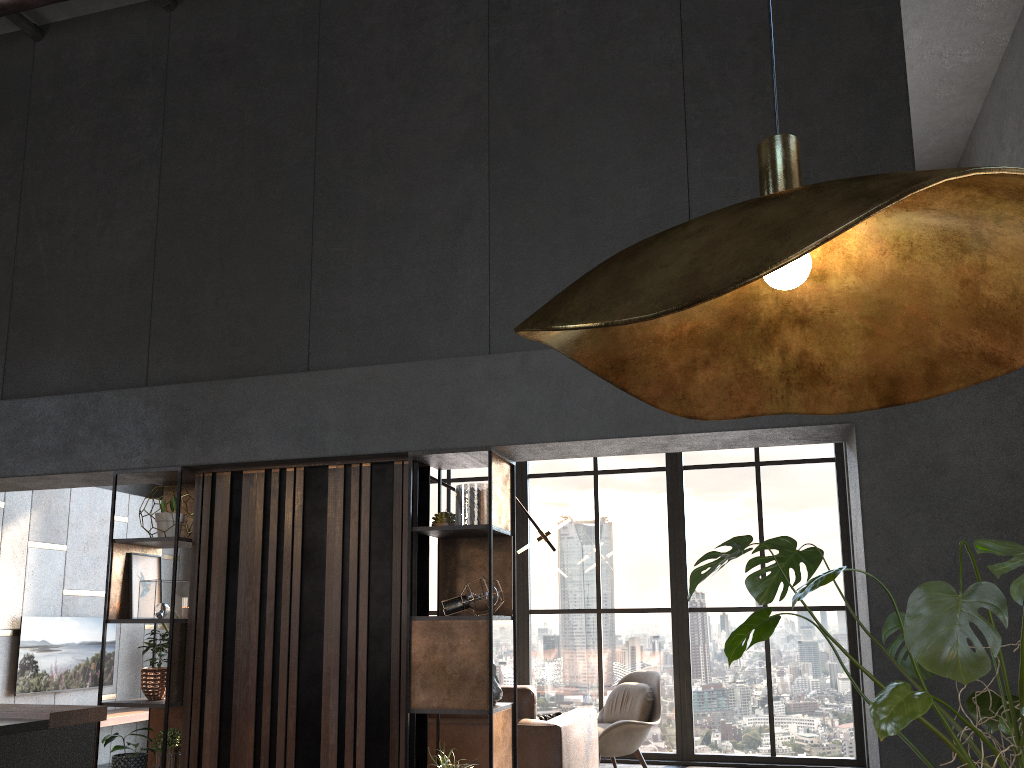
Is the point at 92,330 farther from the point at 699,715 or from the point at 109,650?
the point at 699,715

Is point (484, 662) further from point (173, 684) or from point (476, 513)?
point (173, 684)

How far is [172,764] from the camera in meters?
4.4

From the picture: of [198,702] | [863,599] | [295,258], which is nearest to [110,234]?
[295,258]

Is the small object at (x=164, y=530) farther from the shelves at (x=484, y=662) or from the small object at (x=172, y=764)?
the shelves at (x=484, y=662)

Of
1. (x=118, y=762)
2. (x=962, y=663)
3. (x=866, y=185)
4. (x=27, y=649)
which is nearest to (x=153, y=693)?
(x=118, y=762)

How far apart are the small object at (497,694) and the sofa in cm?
65

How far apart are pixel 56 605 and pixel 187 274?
4.0m

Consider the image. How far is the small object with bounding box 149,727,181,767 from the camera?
4.4 meters

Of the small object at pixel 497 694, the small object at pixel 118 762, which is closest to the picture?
the small object at pixel 118 762
